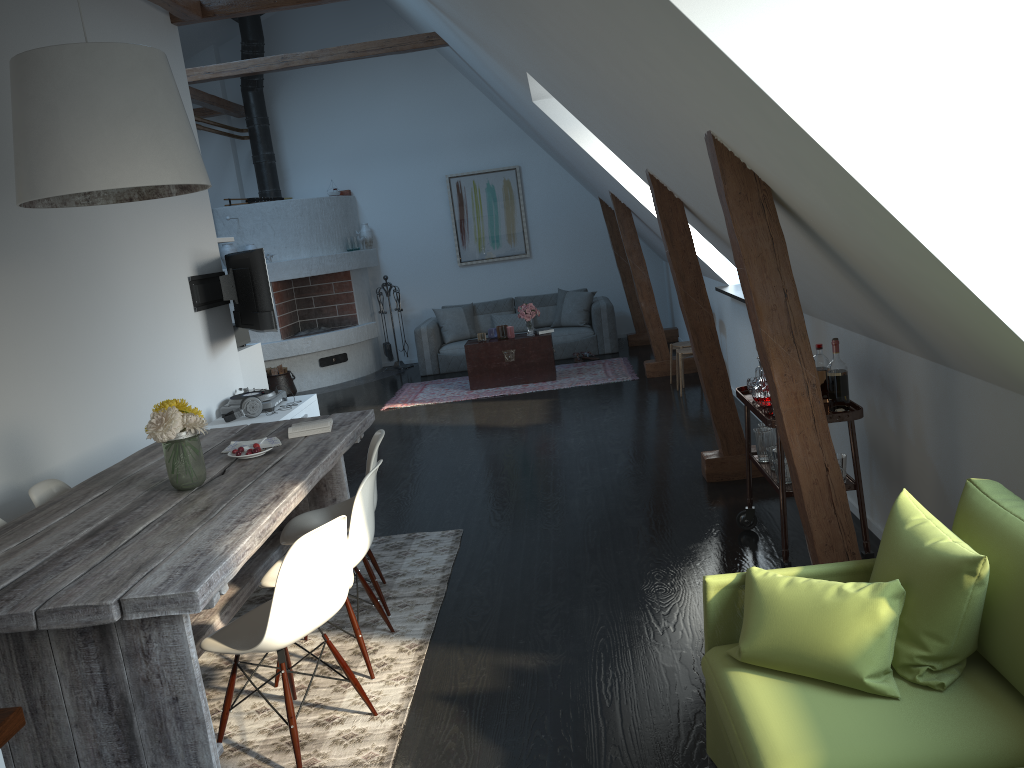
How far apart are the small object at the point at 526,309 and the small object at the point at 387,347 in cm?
278

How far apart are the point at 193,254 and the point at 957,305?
5.6m

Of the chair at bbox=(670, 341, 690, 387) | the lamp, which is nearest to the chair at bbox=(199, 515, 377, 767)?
the lamp

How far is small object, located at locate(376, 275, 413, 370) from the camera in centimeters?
1157cm

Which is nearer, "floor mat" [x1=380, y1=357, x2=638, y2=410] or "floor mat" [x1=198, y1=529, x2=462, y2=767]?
"floor mat" [x1=198, y1=529, x2=462, y2=767]

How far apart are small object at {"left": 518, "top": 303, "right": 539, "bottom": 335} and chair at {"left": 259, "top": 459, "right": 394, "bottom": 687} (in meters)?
5.84

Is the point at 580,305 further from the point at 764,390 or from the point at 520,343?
the point at 764,390

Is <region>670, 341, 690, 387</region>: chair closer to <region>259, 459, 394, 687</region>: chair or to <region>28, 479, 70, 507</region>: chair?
<region>259, 459, 394, 687</region>: chair

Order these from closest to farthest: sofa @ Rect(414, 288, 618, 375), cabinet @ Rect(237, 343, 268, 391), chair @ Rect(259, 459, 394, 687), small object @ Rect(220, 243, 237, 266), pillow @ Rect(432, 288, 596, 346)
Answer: chair @ Rect(259, 459, 394, 687) < cabinet @ Rect(237, 343, 268, 391) < small object @ Rect(220, 243, 237, 266) < sofa @ Rect(414, 288, 618, 375) < pillow @ Rect(432, 288, 596, 346)

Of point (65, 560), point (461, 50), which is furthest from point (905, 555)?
point (461, 50)
